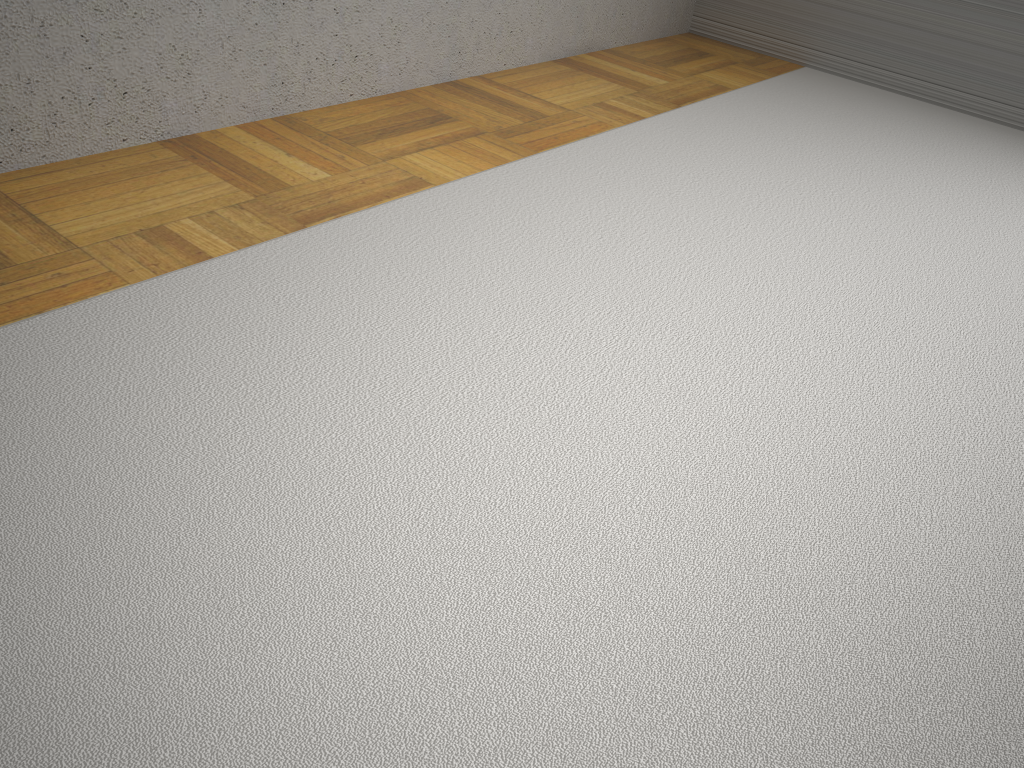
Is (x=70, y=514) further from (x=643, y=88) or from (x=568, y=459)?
(x=643, y=88)

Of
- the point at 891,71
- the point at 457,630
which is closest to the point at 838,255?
the point at 457,630
